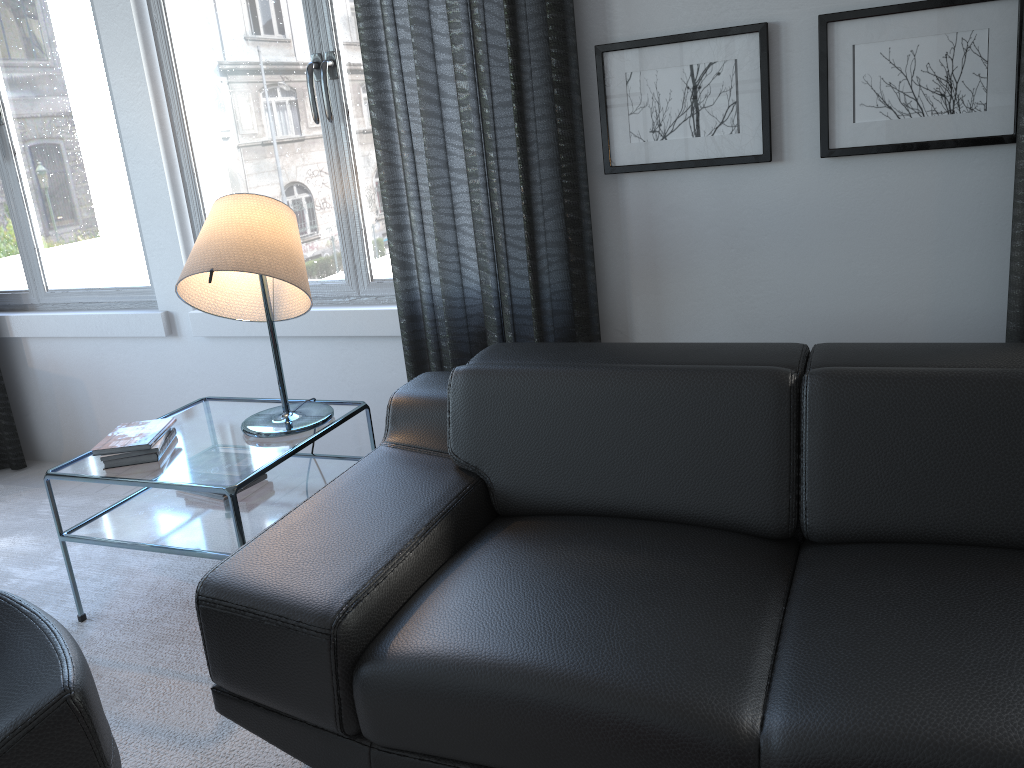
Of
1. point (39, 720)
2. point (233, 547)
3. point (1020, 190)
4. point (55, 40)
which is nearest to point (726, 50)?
point (1020, 190)

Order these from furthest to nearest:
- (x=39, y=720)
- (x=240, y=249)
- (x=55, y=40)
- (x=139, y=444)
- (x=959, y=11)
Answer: (x=55, y=40), (x=139, y=444), (x=240, y=249), (x=959, y=11), (x=39, y=720)

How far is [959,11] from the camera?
1.9m

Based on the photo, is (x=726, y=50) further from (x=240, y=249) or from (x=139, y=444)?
(x=139, y=444)

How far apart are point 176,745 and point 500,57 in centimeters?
174cm

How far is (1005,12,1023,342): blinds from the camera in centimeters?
193cm

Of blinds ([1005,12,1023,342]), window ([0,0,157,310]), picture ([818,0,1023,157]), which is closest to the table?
window ([0,0,157,310])

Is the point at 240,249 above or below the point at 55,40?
below

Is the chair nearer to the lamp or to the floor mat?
the floor mat

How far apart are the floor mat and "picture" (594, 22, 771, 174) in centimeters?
156cm
